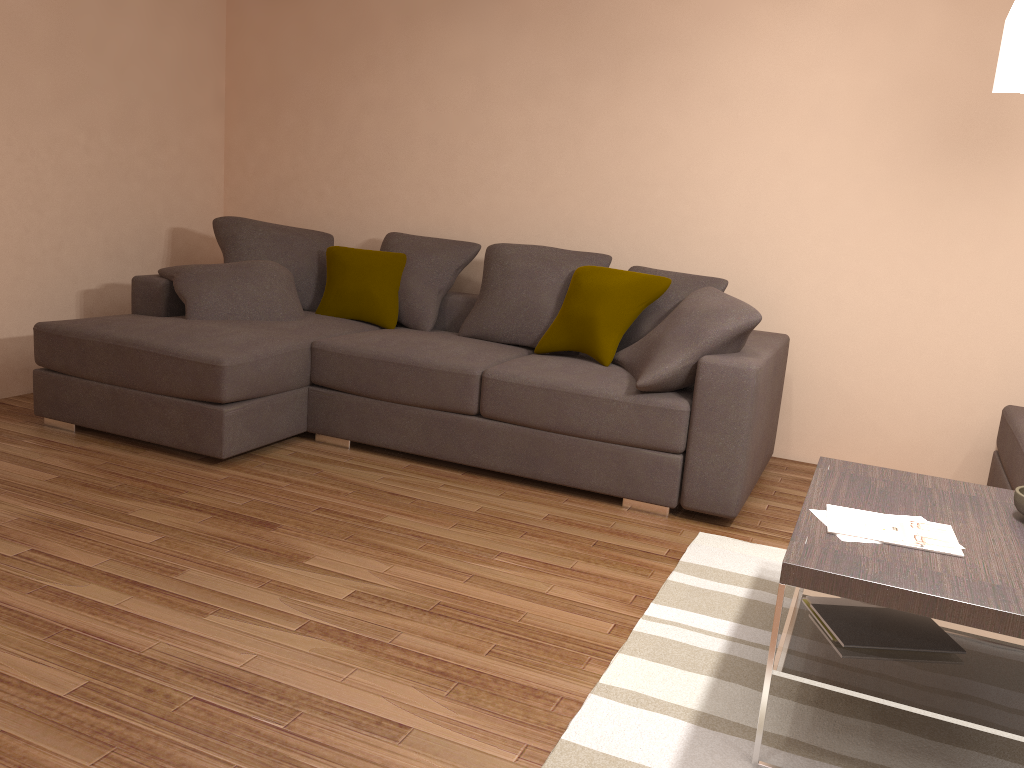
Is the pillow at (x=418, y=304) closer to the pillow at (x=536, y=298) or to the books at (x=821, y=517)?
the pillow at (x=536, y=298)

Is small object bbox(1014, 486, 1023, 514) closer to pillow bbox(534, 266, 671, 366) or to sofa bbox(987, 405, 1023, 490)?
sofa bbox(987, 405, 1023, 490)

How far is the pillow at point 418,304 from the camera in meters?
5.3 m

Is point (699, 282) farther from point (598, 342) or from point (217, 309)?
point (217, 309)

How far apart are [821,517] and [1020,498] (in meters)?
0.62

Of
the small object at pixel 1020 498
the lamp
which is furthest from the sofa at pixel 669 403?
the lamp

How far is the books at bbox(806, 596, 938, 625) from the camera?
2.6 meters

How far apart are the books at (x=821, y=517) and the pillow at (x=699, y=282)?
2.2 meters

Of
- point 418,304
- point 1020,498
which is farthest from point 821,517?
point 418,304

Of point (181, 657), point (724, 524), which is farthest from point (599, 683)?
point (724, 524)
